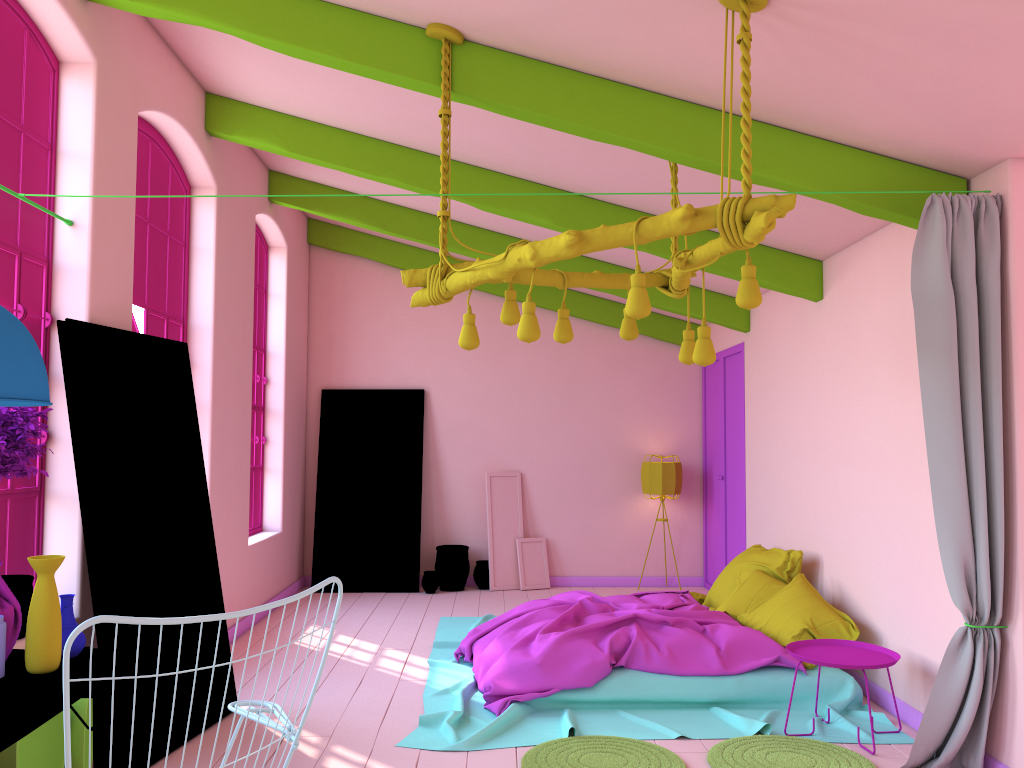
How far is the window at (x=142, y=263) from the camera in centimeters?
584cm

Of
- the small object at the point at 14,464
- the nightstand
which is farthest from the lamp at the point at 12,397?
the nightstand

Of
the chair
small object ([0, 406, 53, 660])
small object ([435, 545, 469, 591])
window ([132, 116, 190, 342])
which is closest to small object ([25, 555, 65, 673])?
small object ([0, 406, 53, 660])

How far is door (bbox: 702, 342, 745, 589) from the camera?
8.7m

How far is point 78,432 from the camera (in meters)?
4.30

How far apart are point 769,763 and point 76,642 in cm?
321

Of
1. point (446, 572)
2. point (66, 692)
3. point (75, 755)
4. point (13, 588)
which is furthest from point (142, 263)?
point (446, 572)

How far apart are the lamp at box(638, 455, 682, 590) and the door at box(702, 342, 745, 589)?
0.38m

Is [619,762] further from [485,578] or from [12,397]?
[485,578]

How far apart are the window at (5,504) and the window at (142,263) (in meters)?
1.13
